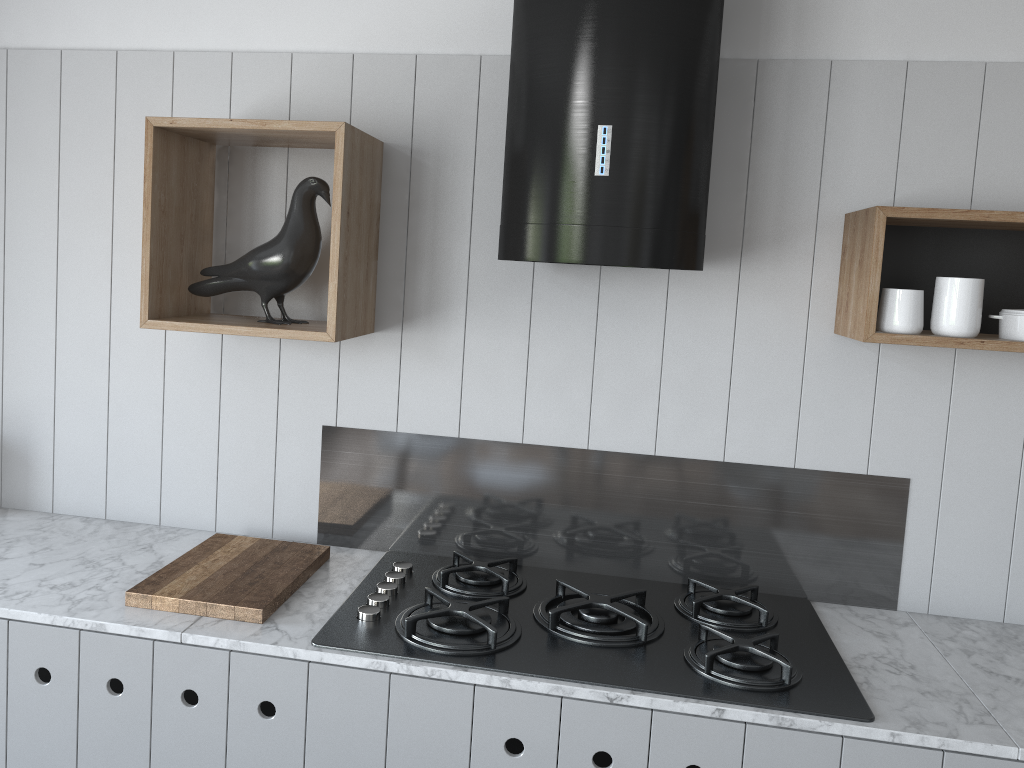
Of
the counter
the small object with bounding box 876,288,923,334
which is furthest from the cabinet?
the small object with bounding box 876,288,923,334

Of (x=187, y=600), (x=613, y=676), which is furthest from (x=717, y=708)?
Answer: (x=187, y=600)

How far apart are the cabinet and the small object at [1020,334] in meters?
0.8 m

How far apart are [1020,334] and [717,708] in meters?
0.9 m

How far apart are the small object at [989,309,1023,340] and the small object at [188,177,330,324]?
1.4m

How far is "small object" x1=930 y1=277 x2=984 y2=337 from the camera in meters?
1.7

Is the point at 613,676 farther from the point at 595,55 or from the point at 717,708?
the point at 595,55

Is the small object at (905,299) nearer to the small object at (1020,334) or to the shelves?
the shelves

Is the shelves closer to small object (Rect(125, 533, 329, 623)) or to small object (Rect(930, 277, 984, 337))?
small object (Rect(930, 277, 984, 337))

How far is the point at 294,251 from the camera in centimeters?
191cm
